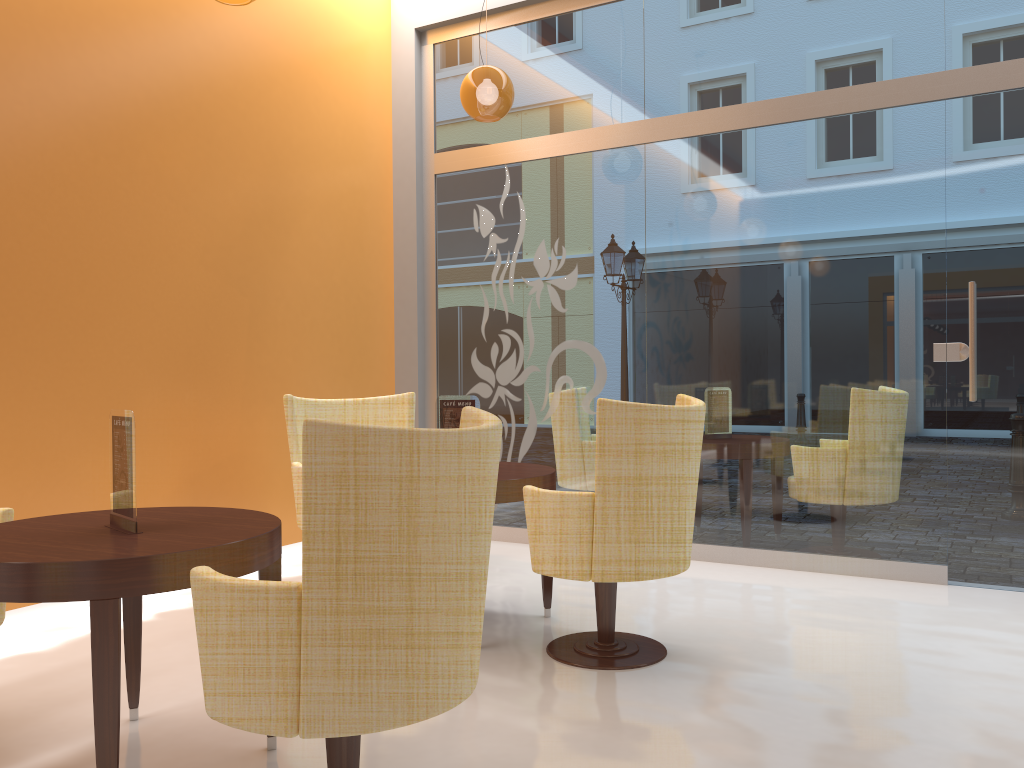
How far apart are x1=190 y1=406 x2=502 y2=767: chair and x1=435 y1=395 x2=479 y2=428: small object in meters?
1.6

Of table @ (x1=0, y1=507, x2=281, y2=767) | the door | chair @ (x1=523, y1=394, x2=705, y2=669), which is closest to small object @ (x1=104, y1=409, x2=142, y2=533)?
table @ (x1=0, y1=507, x2=281, y2=767)

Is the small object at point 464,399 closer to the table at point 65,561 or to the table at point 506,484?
the table at point 506,484

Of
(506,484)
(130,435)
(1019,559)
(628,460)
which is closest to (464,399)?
(506,484)

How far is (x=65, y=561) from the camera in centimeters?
205cm

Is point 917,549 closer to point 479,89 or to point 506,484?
point 506,484

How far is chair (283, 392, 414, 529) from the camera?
4.49m

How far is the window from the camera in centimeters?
464cm

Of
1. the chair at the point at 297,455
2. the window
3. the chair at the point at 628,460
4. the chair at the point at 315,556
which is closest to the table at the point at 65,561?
the chair at the point at 315,556

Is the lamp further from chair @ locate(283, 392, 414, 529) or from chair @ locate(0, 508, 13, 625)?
chair @ locate(0, 508, 13, 625)
